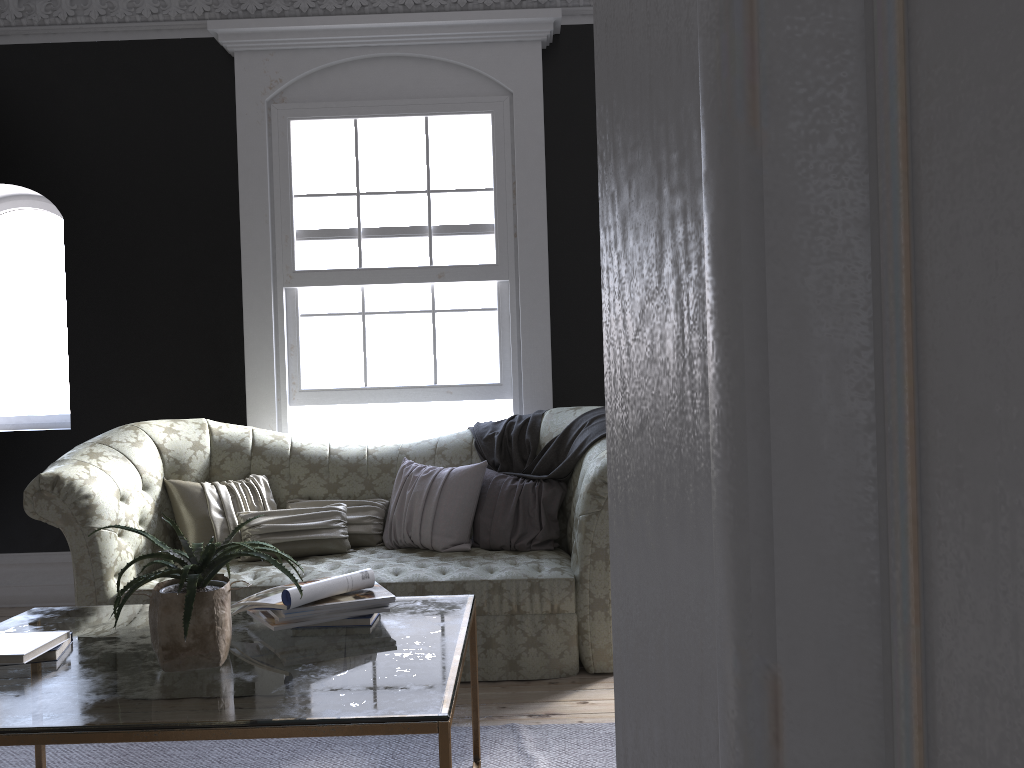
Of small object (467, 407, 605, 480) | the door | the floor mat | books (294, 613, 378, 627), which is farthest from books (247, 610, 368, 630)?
the door

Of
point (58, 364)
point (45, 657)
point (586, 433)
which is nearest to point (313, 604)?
point (45, 657)

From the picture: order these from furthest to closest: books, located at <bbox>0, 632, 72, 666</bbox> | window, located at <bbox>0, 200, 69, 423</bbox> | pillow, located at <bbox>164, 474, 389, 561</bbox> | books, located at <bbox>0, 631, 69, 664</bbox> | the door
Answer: window, located at <bbox>0, 200, 69, 423</bbox> < pillow, located at <bbox>164, 474, 389, 561</bbox> < books, located at <bbox>0, 632, 72, 666</bbox> < books, located at <bbox>0, 631, 69, 664</bbox> < the door

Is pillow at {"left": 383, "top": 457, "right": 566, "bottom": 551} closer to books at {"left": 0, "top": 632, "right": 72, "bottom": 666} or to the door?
books at {"left": 0, "top": 632, "right": 72, "bottom": 666}

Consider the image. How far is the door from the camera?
0.2 meters

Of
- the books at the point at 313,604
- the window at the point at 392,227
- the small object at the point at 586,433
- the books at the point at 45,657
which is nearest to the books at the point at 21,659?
the books at the point at 45,657

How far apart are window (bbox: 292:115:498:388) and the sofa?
0.6m

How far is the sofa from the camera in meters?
3.8 m

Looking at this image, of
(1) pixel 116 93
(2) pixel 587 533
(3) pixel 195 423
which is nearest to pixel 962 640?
(2) pixel 587 533

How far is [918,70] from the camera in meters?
0.2 m
